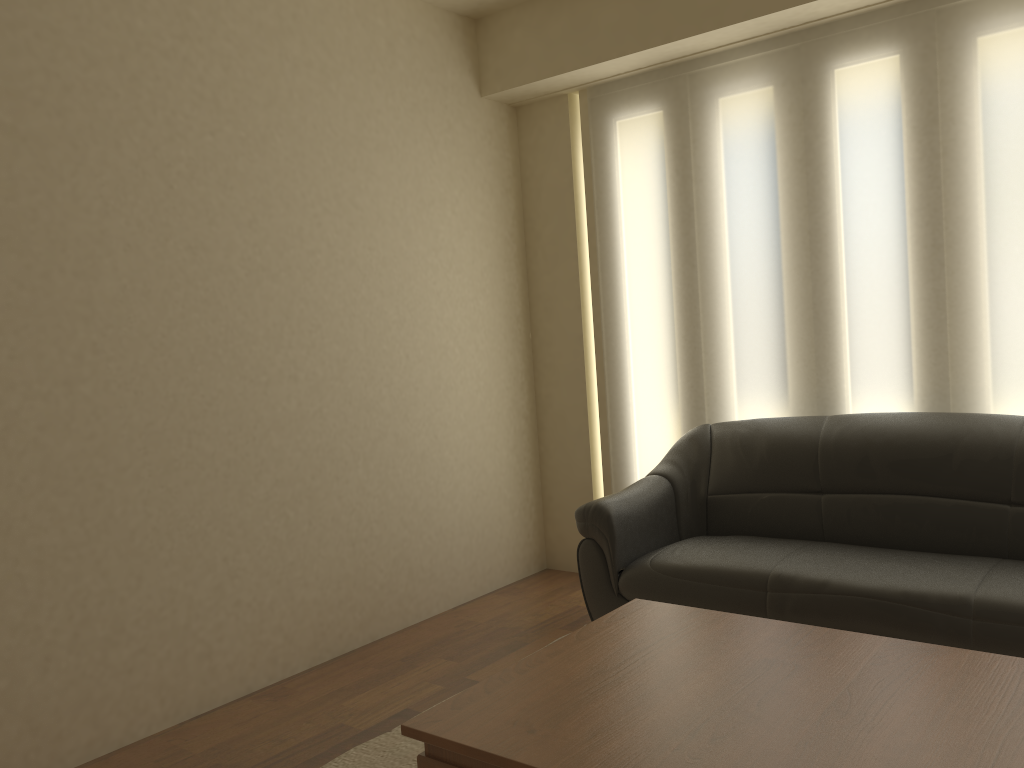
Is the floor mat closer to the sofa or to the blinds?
the sofa

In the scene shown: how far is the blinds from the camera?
3.5 meters

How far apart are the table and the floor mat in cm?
75

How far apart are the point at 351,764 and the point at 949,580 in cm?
201

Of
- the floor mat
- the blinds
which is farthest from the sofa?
the floor mat

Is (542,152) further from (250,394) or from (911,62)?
(250,394)

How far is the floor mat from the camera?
2.9 meters

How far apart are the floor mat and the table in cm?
75

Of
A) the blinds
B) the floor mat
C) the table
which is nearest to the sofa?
the blinds

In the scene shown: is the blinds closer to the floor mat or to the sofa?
the sofa
